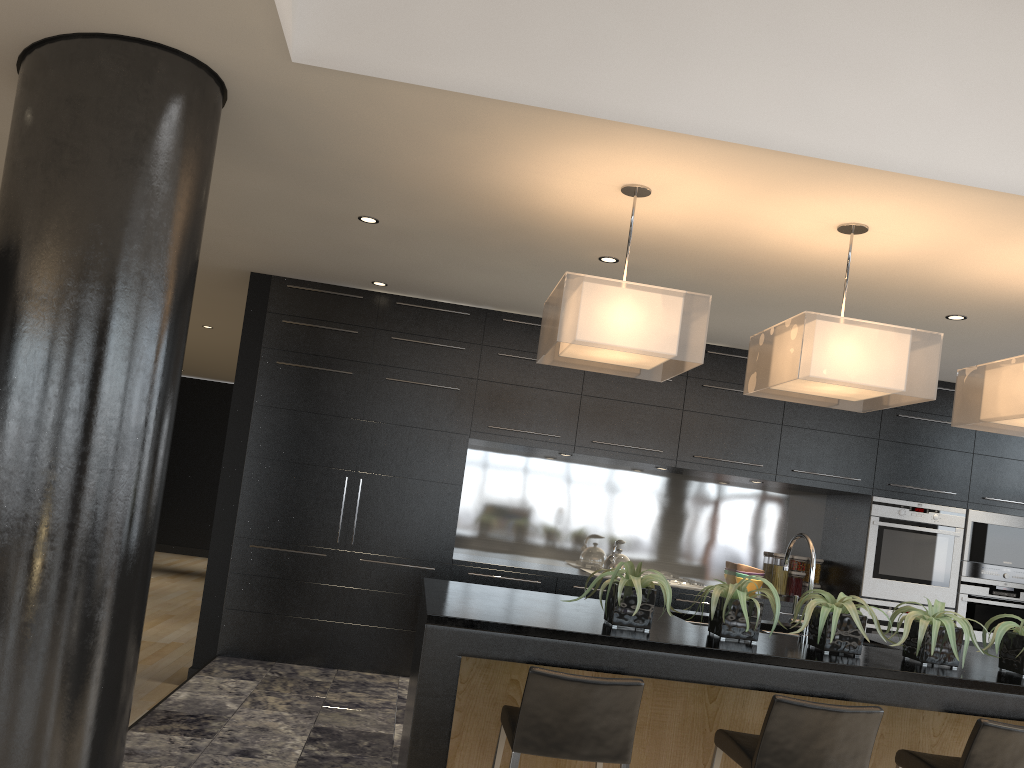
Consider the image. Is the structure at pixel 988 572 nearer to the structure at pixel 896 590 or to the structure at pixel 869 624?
the structure at pixel 896 590

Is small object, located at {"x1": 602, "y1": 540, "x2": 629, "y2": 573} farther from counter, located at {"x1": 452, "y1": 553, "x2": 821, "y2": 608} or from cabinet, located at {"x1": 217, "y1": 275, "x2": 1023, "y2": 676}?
cabinet, located at {"x1": 217, "y1": 275, "x2": 1023, "y2": 676}

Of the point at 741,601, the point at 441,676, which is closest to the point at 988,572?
the point at 741,601

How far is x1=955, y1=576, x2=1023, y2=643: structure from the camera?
6.2m

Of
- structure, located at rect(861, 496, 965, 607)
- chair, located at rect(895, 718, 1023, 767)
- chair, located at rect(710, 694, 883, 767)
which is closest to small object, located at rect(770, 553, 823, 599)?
structure, located at rect(861, 496, 965, 607)

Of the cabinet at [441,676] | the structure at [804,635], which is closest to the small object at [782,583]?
the cabinet at [441,676]

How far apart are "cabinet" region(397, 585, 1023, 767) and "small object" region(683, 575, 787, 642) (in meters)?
0.13

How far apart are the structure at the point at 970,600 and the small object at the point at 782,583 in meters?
1.0

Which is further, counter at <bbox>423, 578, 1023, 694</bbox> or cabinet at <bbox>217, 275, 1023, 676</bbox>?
cabinet at <bbox>217, 275, 1023, 676</bbox>

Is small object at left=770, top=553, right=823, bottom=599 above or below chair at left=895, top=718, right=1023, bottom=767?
above
